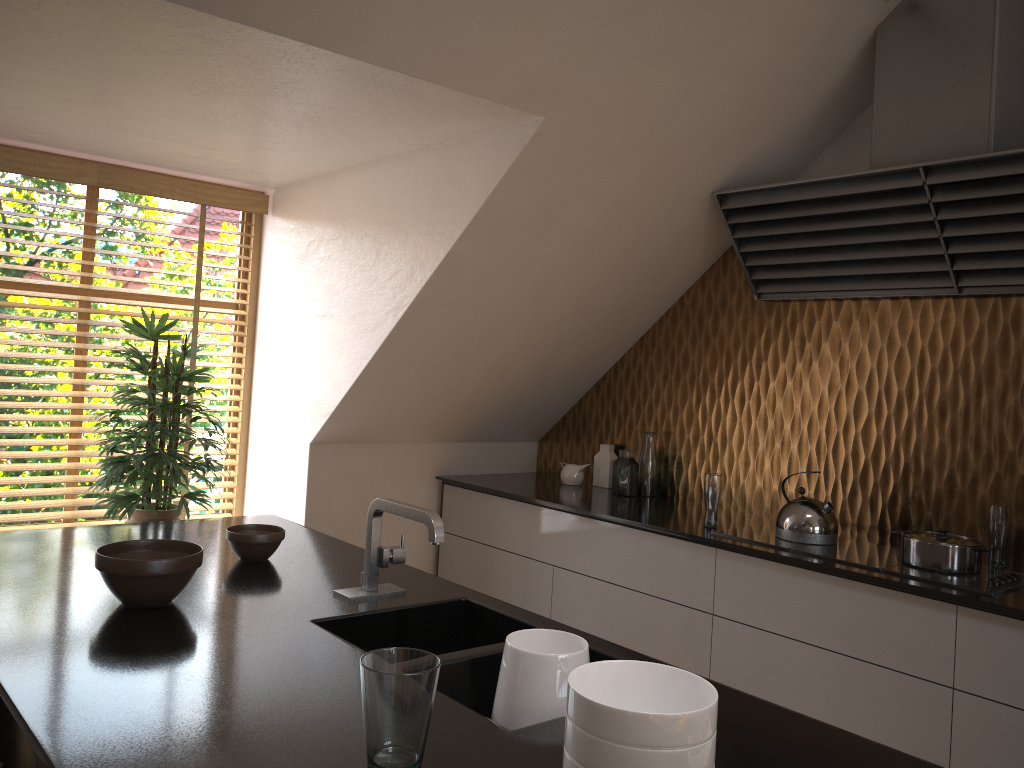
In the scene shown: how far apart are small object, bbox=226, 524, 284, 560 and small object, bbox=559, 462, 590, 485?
1.89m

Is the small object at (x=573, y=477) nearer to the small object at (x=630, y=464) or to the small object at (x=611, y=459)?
the small object at (x=611, y=459)

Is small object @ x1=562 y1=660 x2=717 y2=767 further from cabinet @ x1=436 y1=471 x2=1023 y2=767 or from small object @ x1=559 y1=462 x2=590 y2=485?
small object @ x1=559 y1=462 x2=590 y2=485

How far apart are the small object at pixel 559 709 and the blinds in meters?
2.7

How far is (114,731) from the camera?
1.21m

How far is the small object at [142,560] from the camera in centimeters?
173cm

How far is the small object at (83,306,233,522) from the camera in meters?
3.2 m

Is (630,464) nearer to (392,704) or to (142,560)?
(142,560)

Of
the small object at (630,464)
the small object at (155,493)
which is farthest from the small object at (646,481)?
the small object at (155,493)

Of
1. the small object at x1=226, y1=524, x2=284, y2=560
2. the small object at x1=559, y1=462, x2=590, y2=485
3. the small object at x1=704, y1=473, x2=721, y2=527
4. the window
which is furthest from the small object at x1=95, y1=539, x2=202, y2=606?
the small object at x1=559, y1=462, x2=590, y2=485
